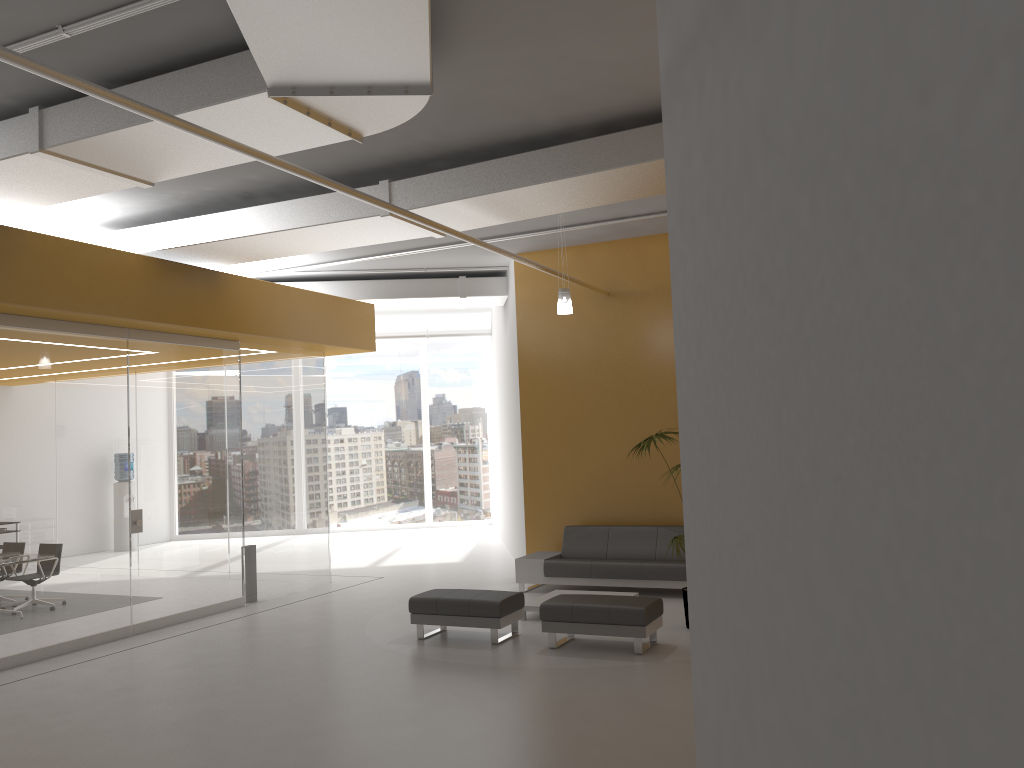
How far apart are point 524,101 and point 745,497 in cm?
443

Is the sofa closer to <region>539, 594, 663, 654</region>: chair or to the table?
the table

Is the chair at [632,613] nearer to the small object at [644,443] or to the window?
the small object at [644,443]

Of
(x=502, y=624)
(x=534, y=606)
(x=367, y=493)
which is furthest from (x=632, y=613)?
(x=367, y=493)

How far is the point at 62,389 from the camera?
8.8m

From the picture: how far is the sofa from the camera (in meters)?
10.32

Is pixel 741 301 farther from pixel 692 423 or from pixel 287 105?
pixel 287 105

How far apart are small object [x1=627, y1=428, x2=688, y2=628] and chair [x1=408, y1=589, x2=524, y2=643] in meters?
1.7

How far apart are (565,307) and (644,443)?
1.8m

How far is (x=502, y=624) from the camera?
8.3 meters
